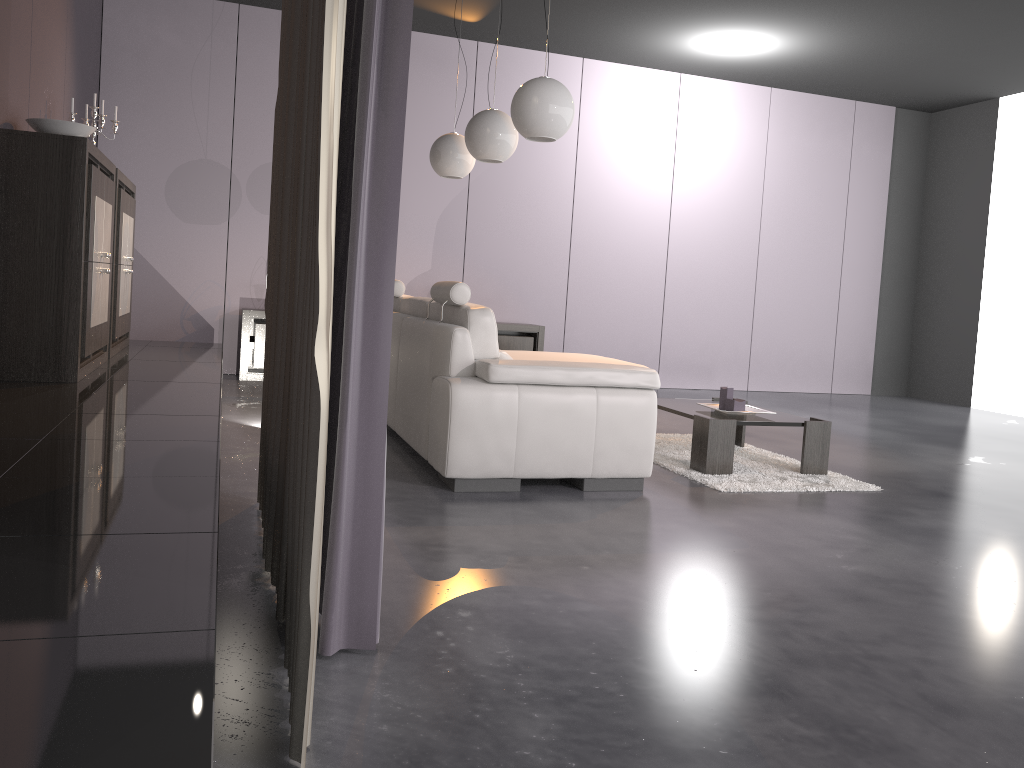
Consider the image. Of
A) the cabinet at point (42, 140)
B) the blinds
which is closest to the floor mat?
the blinds

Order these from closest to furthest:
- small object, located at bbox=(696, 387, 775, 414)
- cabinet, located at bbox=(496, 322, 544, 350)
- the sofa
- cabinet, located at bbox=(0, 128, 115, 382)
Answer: the sofa, cabinet, located at bbox=(0, 128, 115, 382), small object, located at bbox=(696, 387, 775, 414), cabinet, located at bbox=(496, 322, 544, 350)

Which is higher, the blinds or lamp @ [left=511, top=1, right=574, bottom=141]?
lamp @ [left=511, top=1, right=574, bottom=141]

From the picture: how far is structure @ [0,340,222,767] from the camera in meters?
1.0 m

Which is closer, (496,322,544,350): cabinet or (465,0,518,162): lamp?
(465,0,518,162): lamp

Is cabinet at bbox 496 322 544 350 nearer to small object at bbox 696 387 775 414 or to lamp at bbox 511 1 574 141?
small object at bbox 696 387 775 414

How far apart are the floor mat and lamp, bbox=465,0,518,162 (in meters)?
1.83

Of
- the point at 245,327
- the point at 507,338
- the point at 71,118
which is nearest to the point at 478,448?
the point at 71,118

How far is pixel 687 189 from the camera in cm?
841

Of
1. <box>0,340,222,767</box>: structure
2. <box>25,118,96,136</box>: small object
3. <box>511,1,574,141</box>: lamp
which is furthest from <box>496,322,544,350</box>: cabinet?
<box>25,118,96,136</box>: small object
